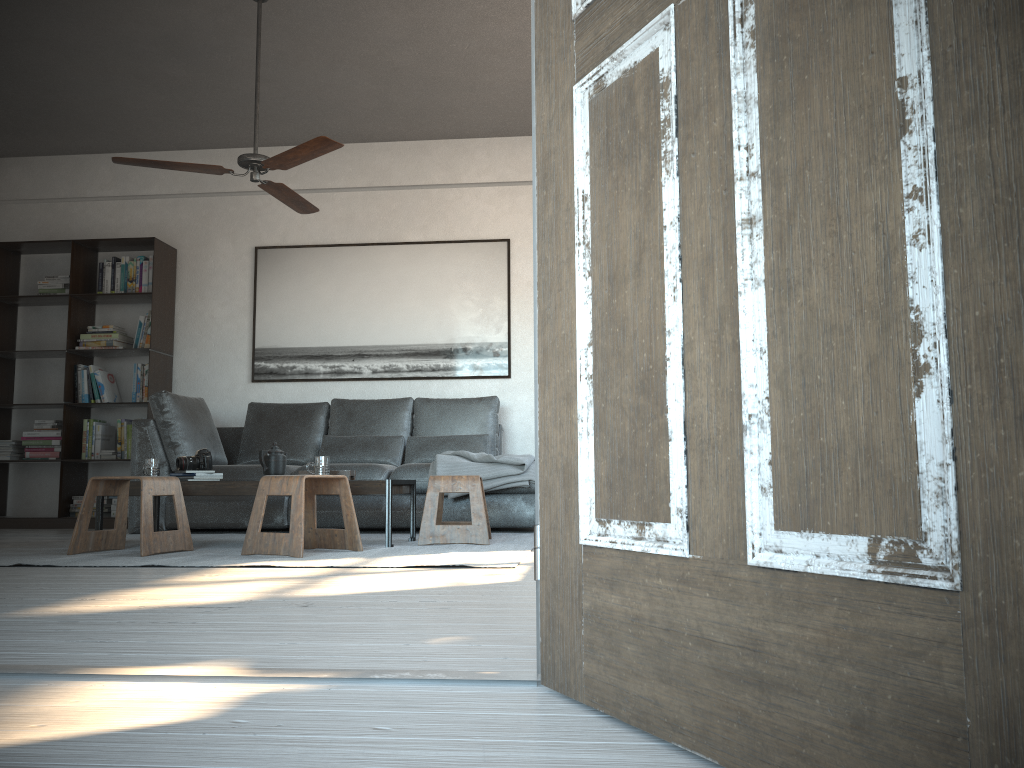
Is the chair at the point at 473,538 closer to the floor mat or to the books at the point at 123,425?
the floor mat

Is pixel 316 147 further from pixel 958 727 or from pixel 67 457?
pixel 958 727

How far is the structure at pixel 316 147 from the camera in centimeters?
418cm

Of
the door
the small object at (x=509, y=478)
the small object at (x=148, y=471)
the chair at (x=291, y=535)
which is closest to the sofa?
the small object at (x=509, y=478)

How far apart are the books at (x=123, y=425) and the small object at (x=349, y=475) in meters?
2.7

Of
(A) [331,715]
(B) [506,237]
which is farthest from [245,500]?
(A) [331,715]

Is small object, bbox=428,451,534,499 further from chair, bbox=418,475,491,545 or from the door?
the door

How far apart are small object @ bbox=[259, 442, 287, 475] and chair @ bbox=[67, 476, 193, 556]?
0.48m

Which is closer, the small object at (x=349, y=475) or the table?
the table

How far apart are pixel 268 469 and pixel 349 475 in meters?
0.4 m
